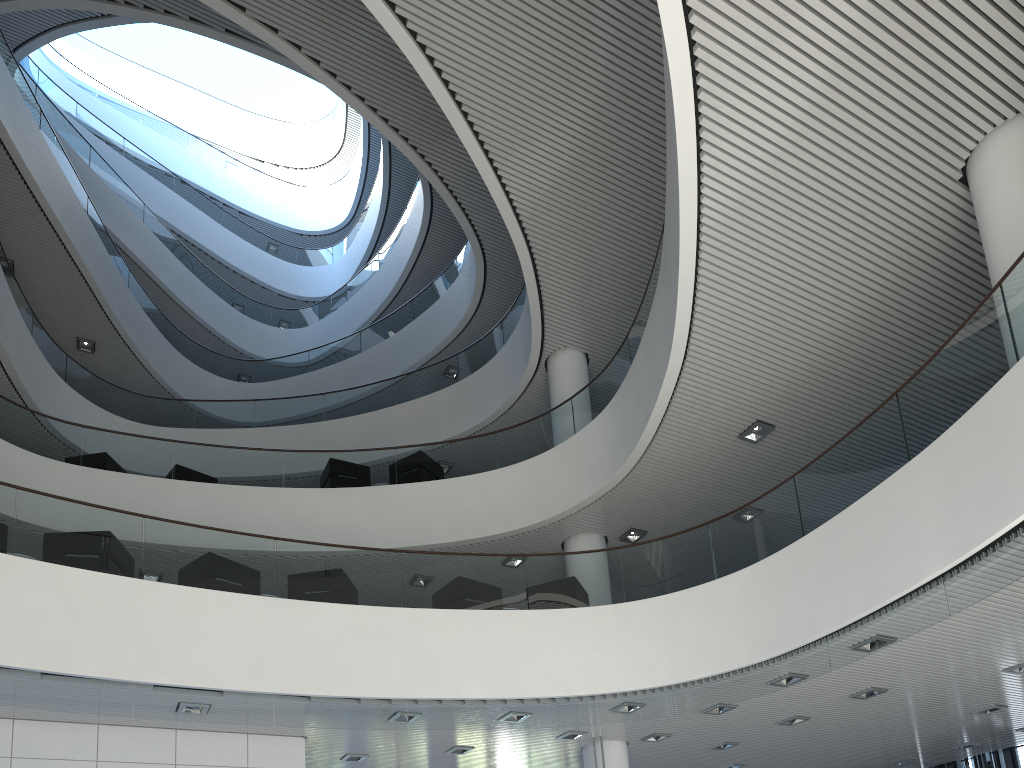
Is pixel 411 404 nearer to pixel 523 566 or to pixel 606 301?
pixel 606 301
